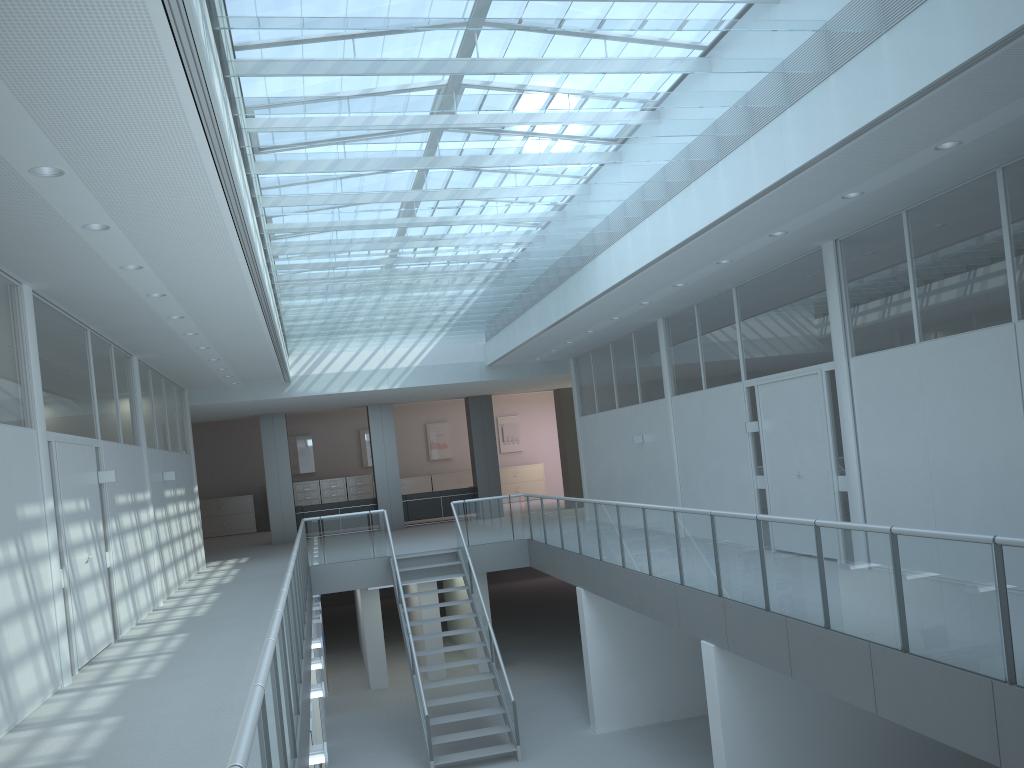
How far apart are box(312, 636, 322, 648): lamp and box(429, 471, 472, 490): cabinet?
15.14m

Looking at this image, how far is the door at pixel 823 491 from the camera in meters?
8.7

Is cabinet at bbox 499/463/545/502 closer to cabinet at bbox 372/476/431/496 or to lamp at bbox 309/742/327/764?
cabinet at bbox 372/476/431/496

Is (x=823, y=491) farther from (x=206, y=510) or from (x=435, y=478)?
(x=206, y=510)

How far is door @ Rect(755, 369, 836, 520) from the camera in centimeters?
872cm

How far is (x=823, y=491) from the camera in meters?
8.7 m

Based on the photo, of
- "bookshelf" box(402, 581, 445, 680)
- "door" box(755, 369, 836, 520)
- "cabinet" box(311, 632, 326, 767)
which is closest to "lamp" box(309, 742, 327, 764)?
"cabinet" box(311, 632, 326, 767)

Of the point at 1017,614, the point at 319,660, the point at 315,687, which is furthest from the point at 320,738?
the point at 1017,614

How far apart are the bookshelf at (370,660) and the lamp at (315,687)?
7.1m

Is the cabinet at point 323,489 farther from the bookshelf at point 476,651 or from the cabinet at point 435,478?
the bookshelf at point 476,651
